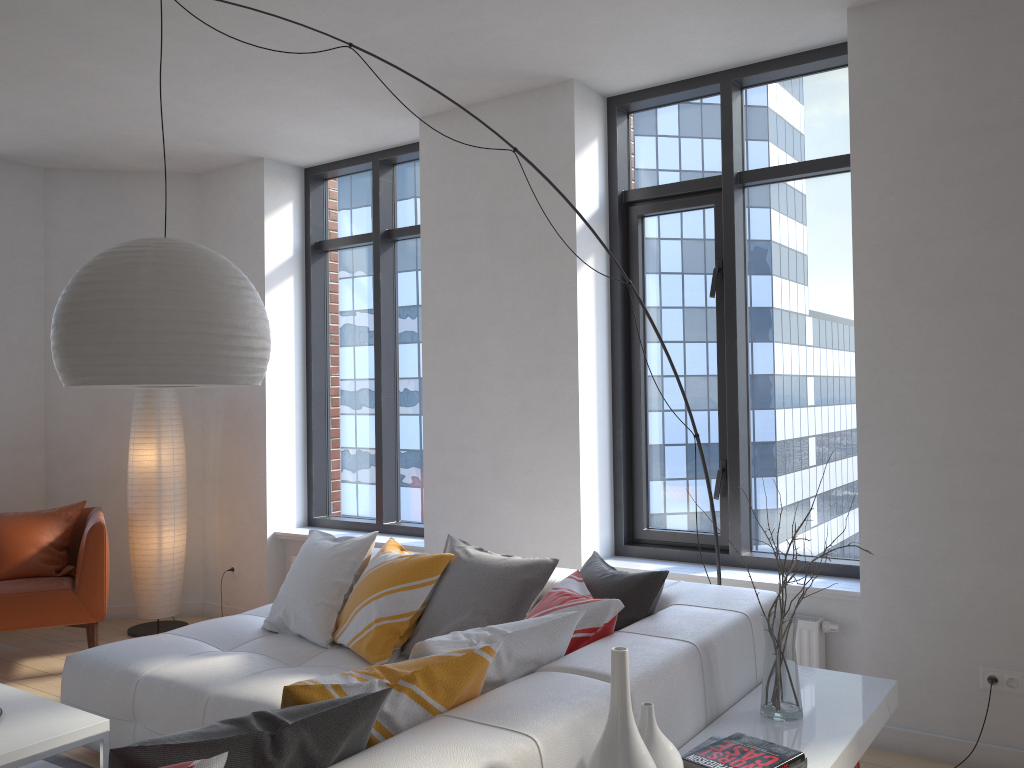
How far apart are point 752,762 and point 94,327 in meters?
2.0 m

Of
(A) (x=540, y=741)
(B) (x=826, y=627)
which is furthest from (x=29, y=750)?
(B) (x=826, y=627)

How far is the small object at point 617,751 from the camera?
1.8 meters

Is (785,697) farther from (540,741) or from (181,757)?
(181,757)

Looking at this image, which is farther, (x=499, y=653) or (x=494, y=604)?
(x=494, y=604)

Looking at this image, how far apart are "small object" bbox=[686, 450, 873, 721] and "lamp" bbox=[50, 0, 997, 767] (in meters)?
1.61

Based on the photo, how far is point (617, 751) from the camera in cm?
176

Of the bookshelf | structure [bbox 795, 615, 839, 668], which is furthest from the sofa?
structure [bbox 795, 615, 839, 668]

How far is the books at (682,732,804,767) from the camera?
2.1m

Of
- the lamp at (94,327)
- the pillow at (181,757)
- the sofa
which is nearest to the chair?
the sofa
